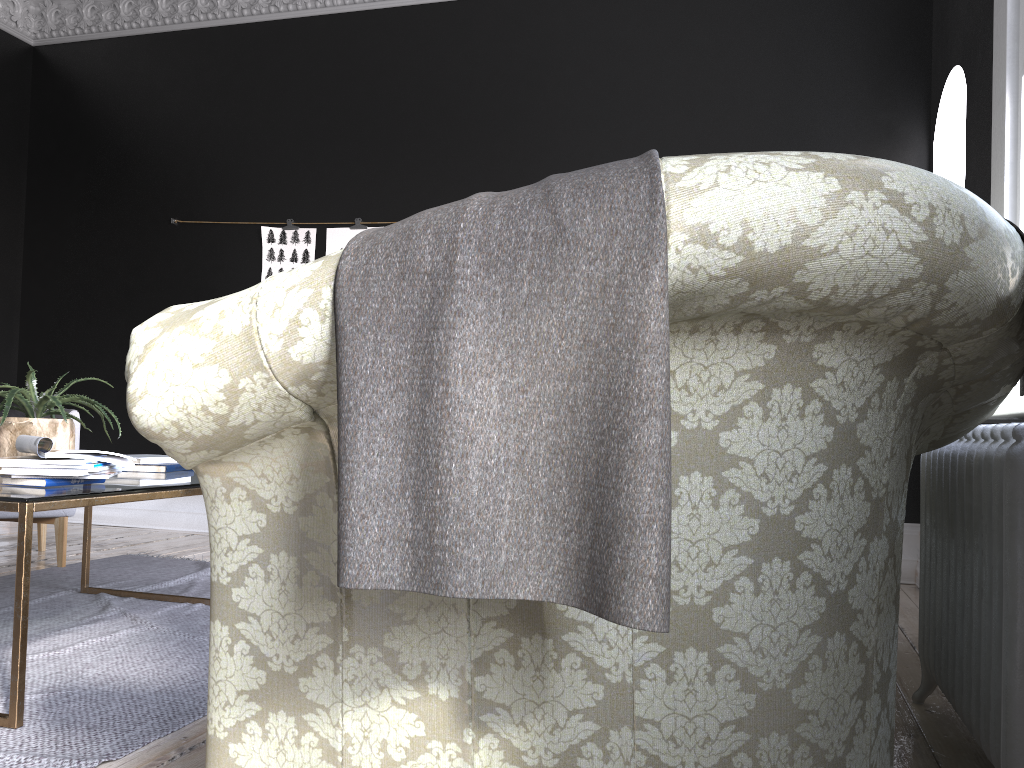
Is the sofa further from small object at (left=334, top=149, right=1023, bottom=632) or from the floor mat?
the floor mat

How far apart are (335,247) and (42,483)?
3.6 meters

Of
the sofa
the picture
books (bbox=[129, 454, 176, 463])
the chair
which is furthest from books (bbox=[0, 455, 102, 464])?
the picture

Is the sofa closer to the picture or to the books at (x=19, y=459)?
the books at (x=19, y=459)

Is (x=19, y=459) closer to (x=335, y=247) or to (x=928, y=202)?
(x=928, y=202)

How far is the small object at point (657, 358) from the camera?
1.0 meters

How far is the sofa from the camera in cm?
105

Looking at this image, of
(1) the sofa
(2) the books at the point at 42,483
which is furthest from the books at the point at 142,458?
(1) the sofa

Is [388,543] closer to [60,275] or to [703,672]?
[703,672]

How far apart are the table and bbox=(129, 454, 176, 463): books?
0.14m
